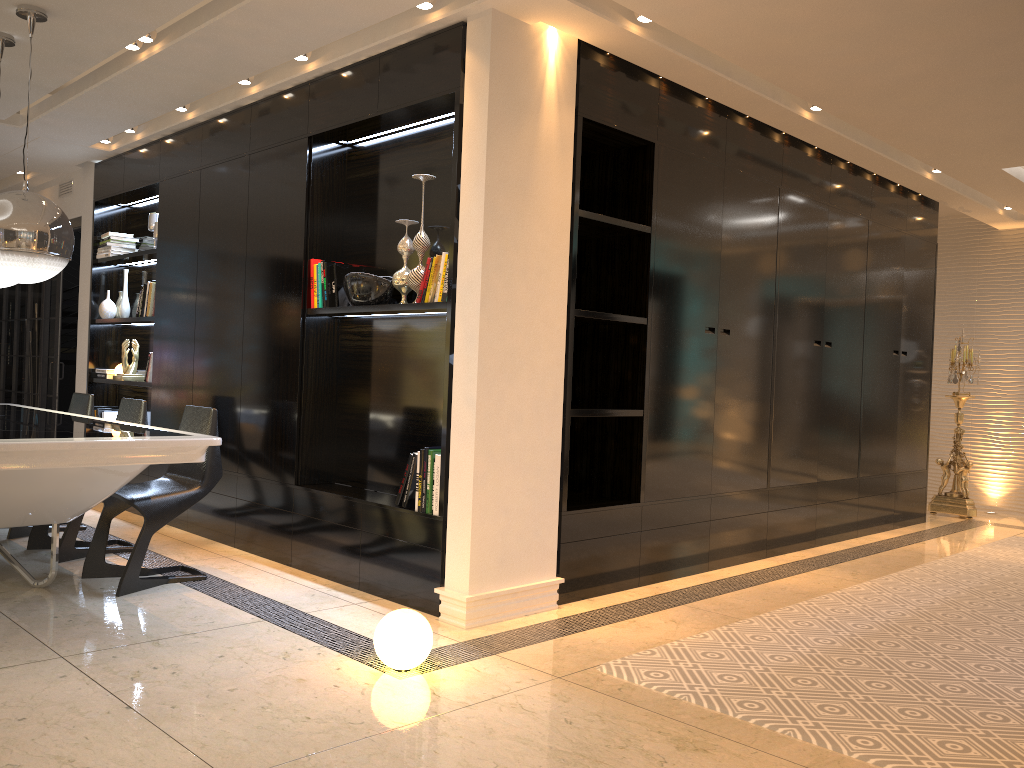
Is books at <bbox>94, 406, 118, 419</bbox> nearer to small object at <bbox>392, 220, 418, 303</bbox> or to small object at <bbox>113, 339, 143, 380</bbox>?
small object at <bbox>113, 339, 143, 380</bbox>

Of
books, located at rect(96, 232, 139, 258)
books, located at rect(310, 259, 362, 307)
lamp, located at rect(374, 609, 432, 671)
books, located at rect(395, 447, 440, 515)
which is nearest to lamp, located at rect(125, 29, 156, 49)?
books, located at rect(310, 259, 362, 307)

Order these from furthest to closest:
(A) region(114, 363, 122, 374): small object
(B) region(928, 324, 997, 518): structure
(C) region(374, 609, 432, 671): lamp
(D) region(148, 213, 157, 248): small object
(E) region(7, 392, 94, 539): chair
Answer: (B) region(928, 324, 997, 518): structure
(A) region(114, 363, 122, 374): small object
(D) region(148, 213, 157, 248): small object
(E) region(7, 392, 94, 539): chair
(C) region(374, 609, 432, 671): lamp

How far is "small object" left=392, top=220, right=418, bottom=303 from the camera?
4.3 meters

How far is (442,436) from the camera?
3.91m

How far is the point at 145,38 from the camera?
4.4 meters

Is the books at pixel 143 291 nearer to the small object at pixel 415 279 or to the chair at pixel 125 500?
the chair at pixel 125 500

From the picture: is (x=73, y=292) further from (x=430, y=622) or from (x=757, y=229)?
(x=430, y=622)

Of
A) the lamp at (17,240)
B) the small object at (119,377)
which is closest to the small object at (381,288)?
the lamp at (17,240)

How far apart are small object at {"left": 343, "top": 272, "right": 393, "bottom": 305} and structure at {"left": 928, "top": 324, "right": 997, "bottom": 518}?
5.53m
